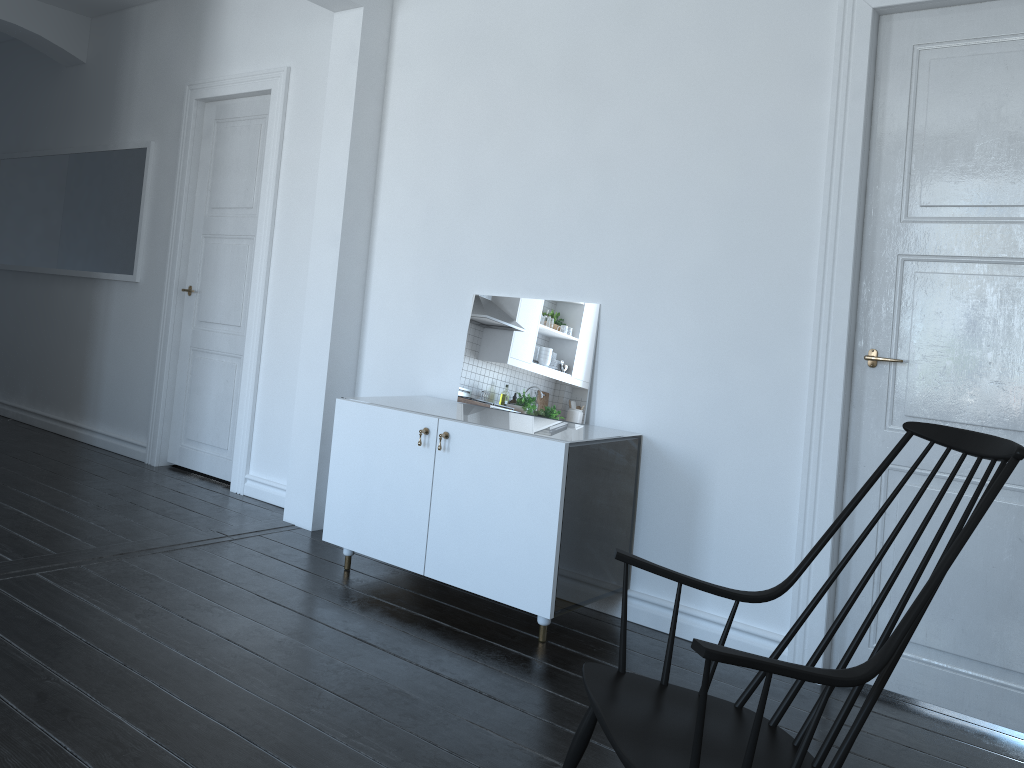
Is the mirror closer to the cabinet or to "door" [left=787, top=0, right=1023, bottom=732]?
the cabinet

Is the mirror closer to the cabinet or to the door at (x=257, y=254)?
the cabinet

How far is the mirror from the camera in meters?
3.7

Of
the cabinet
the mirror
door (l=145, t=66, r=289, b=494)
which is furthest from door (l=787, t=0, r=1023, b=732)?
door (l=145, t=66, r=289, b=494)

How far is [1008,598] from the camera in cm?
283

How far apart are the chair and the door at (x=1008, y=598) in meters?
1.0

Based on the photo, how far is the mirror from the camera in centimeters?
372cm

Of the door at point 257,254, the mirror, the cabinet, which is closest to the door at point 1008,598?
the cabinet

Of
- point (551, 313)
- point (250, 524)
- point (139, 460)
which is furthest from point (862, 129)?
point (139, 460)

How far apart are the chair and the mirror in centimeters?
162cm
